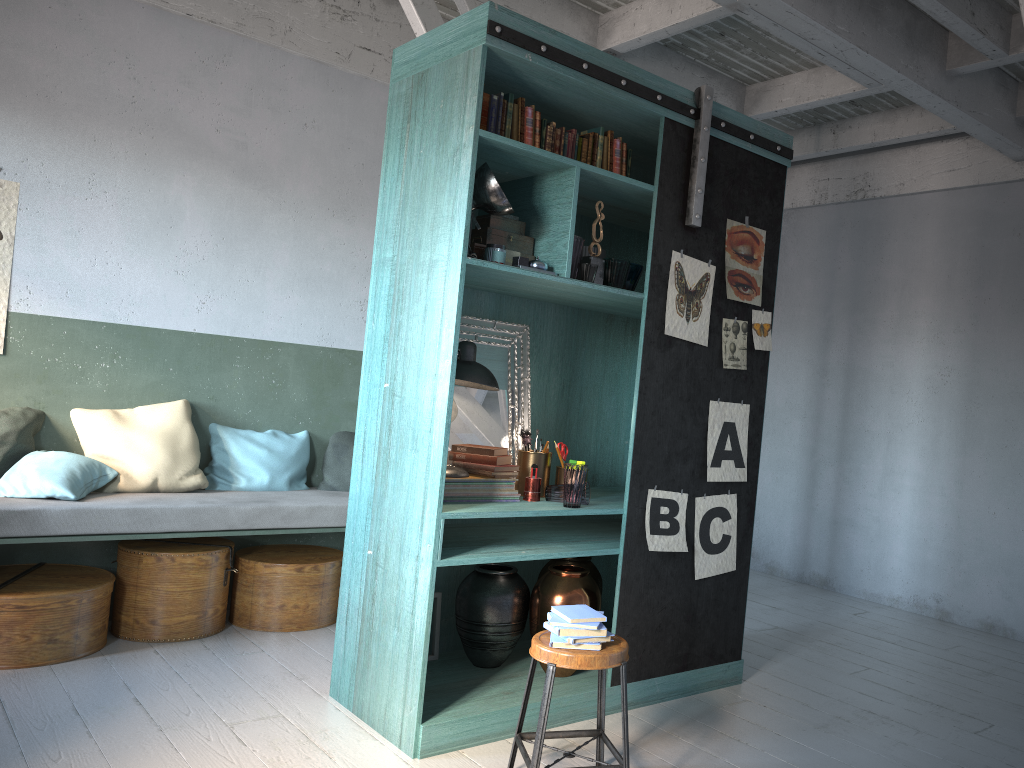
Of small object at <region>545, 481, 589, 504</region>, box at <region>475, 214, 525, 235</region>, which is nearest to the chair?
small object at <region>545, 481, 589, 504</region>

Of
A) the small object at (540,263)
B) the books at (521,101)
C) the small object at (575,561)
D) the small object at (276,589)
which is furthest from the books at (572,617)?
the small object at (276,589)

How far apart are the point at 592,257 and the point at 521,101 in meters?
0.8 m

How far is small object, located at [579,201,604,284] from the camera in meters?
4.5 m

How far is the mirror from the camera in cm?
487

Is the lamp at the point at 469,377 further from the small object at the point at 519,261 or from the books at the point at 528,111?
the books at the point at 528,111

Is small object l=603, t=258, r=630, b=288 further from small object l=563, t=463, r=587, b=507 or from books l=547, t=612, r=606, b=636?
books l=547, t=612, r=606, b=636

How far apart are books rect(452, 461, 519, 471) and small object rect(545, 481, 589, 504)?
0.3 meters

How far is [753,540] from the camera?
8.88m

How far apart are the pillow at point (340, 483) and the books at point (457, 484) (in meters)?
2.14
